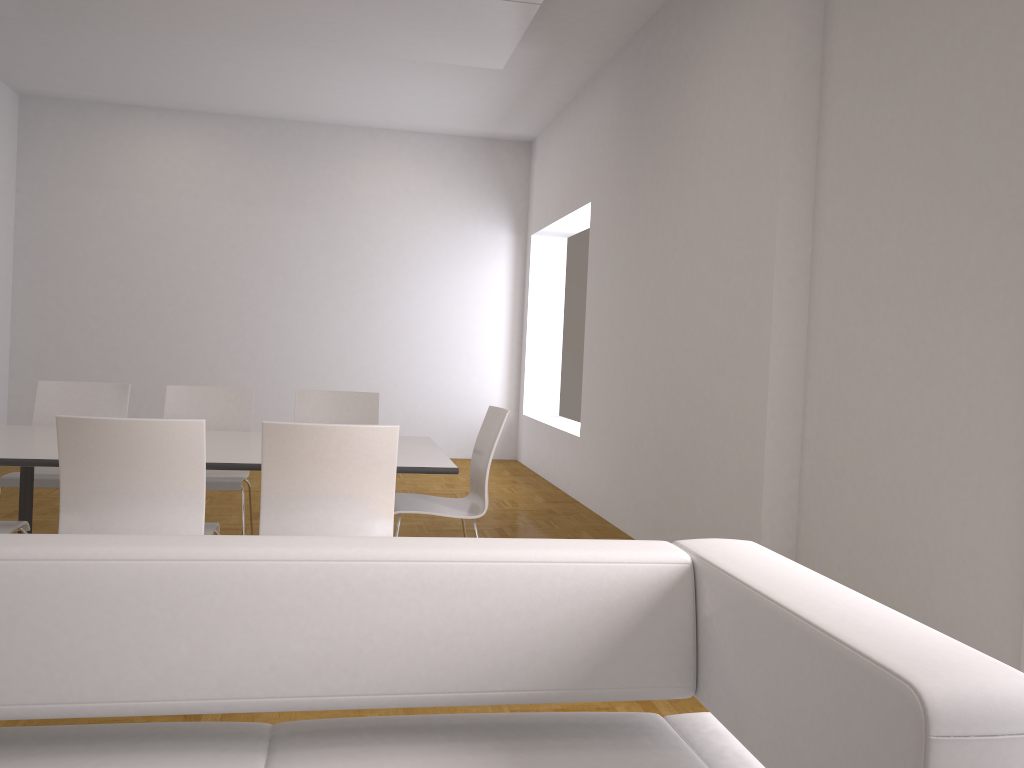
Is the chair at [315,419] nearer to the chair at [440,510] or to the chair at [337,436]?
the chair at [440,510]

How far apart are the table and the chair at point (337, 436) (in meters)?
0.35

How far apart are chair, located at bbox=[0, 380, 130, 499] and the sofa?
3.2 meters

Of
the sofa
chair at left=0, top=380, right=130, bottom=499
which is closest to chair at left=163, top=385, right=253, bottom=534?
chair at left=0, top=380, right=130, bottom=499

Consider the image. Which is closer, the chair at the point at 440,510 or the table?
the table

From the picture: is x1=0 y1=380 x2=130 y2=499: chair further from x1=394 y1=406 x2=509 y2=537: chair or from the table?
x1=394 y1=406 x2=509 y2=537: chair

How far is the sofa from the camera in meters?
1.2 m

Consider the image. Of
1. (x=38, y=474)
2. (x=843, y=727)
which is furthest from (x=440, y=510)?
(x=843, y=727)

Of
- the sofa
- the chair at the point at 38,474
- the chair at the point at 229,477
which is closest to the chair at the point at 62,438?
the chair at the point at 229,477

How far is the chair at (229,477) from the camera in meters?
4.6 m
